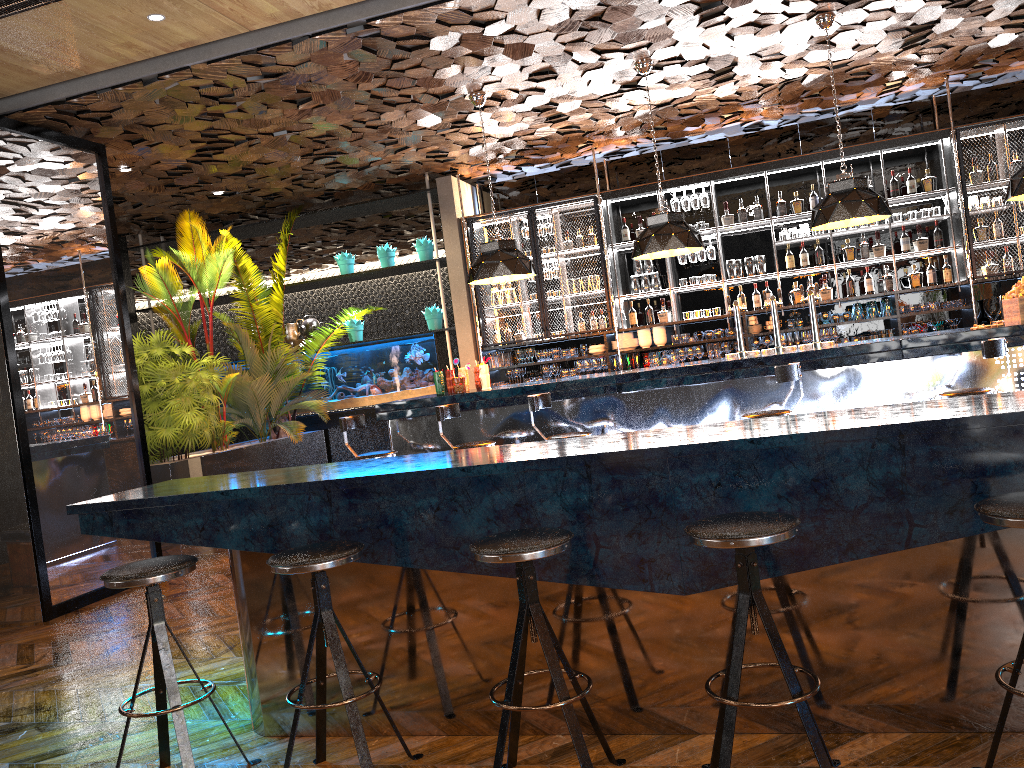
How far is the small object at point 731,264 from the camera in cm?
945

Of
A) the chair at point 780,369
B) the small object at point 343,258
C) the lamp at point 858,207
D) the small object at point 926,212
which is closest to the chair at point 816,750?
the chair at point 780,369

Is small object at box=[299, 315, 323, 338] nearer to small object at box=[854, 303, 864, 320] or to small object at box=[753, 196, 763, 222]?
small object at box=[753, 196, 763, 222]

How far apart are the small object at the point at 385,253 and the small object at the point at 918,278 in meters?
5.7 m

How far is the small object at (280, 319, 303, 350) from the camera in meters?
11.1 m

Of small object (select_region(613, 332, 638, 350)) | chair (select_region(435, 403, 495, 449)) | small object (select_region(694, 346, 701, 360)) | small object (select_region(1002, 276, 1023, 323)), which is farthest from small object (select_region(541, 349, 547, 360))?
small object (select_region(1002, 276, 1023, 323))

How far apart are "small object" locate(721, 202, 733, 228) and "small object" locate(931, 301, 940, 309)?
2.20m

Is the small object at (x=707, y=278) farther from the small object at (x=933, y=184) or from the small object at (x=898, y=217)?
the small object at (x=933, y=184)

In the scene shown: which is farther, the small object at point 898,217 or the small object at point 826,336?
the small object at point 826,336

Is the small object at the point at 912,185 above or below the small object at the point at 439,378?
above
